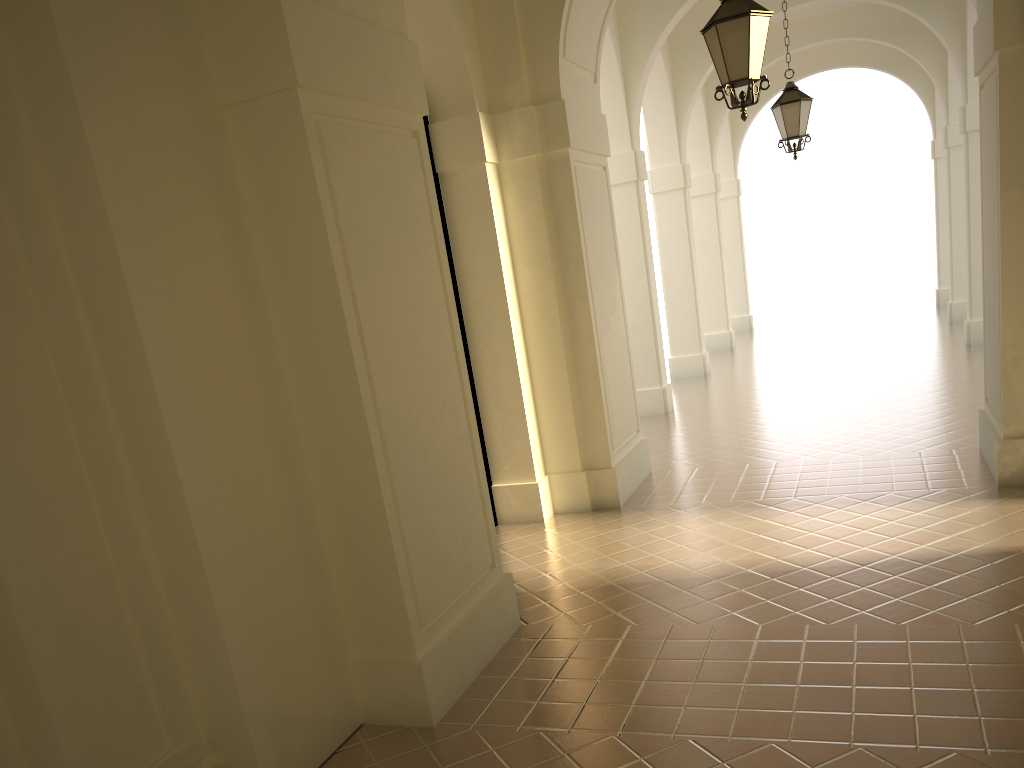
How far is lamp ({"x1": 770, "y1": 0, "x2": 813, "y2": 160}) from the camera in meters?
11.0 m

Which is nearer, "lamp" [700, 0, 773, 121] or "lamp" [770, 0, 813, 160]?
"lamp" [700, 0, 773, 121]

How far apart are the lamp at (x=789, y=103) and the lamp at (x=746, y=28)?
A: 4.8m

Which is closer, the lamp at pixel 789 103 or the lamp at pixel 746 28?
the lamp at pixel 746 28

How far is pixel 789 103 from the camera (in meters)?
10.98

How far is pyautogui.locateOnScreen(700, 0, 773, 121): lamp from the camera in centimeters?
636cm

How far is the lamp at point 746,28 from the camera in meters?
6.4

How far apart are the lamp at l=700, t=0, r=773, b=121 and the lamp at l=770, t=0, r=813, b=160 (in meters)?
4.75

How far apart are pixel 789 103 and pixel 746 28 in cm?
503
